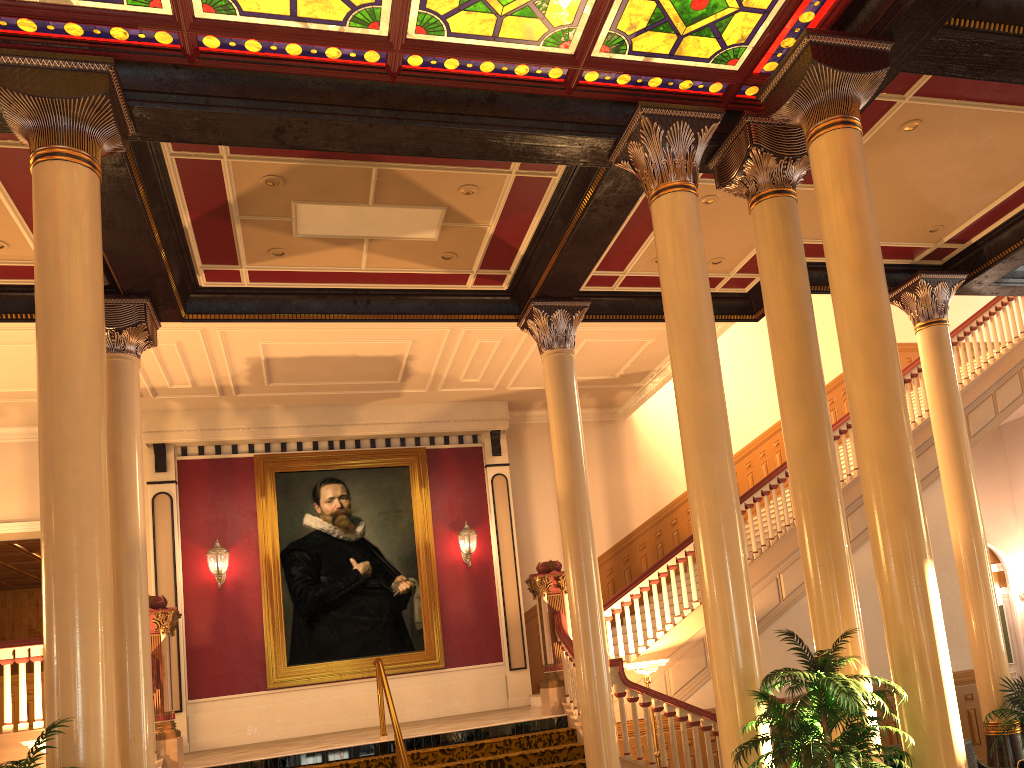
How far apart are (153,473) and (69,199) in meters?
8.1 m

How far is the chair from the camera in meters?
7.5 m

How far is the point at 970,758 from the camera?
7.5m

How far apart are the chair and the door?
9.60m

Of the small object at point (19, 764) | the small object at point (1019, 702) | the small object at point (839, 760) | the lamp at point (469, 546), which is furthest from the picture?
the small object at point (19, 764)

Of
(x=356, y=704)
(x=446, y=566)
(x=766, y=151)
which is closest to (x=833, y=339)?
(x=446, y=566)

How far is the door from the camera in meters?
15.8 m

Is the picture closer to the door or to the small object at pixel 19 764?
the small object at pixel 19 764

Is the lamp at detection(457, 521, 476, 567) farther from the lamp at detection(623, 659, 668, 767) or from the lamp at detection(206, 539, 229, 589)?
the lamp at detection(623, 659, 668, 767)

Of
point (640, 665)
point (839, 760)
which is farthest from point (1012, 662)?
point (839, 760)
